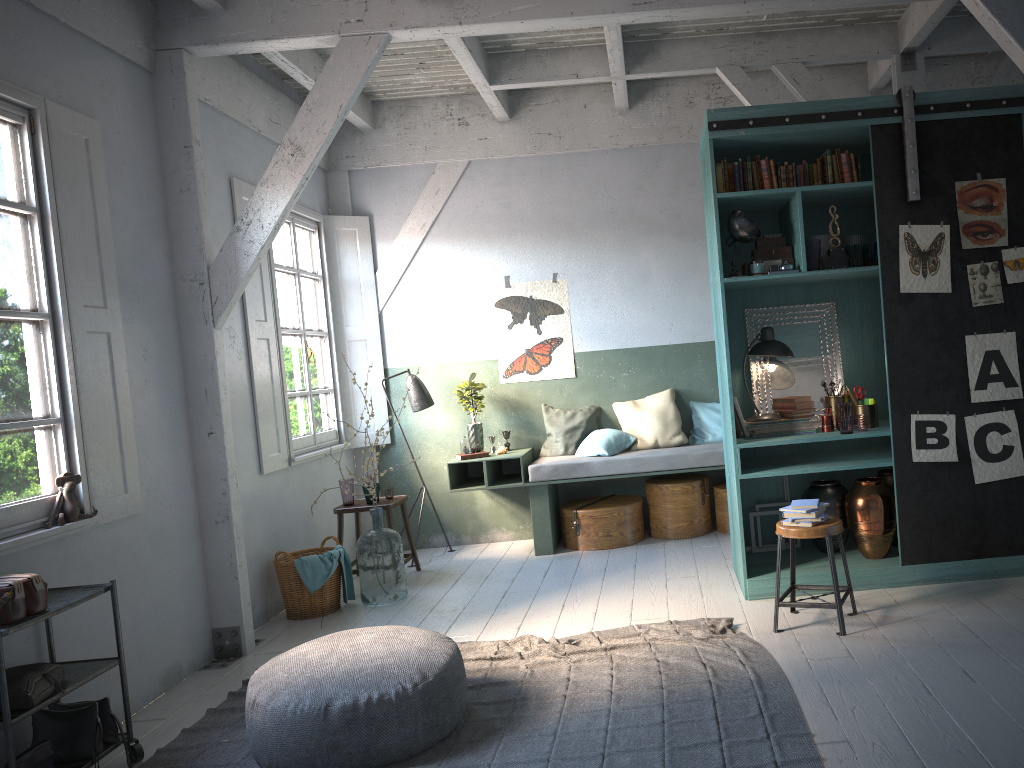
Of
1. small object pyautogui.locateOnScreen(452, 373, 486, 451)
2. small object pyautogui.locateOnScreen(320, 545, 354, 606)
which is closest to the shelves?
small object pyautogui.locateOnScreen(320, 545, 354, 606)

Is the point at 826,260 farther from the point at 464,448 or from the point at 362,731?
the point at 362,731

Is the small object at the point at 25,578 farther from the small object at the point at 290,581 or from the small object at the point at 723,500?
the small object at the point at 723,500

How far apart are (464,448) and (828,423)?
3.4 meters

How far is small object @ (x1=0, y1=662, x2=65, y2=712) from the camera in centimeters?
384cm

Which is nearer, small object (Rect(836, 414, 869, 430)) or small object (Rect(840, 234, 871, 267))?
small object (Rect(836, 414, 869, 430))

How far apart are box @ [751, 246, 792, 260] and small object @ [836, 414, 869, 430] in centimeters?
119cm

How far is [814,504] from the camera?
5.1m

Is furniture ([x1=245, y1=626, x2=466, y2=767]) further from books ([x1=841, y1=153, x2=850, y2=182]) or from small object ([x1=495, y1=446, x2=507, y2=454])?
books ([x1=841, y1=153, x2=850, y2=182])

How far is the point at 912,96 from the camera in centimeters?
554cm
